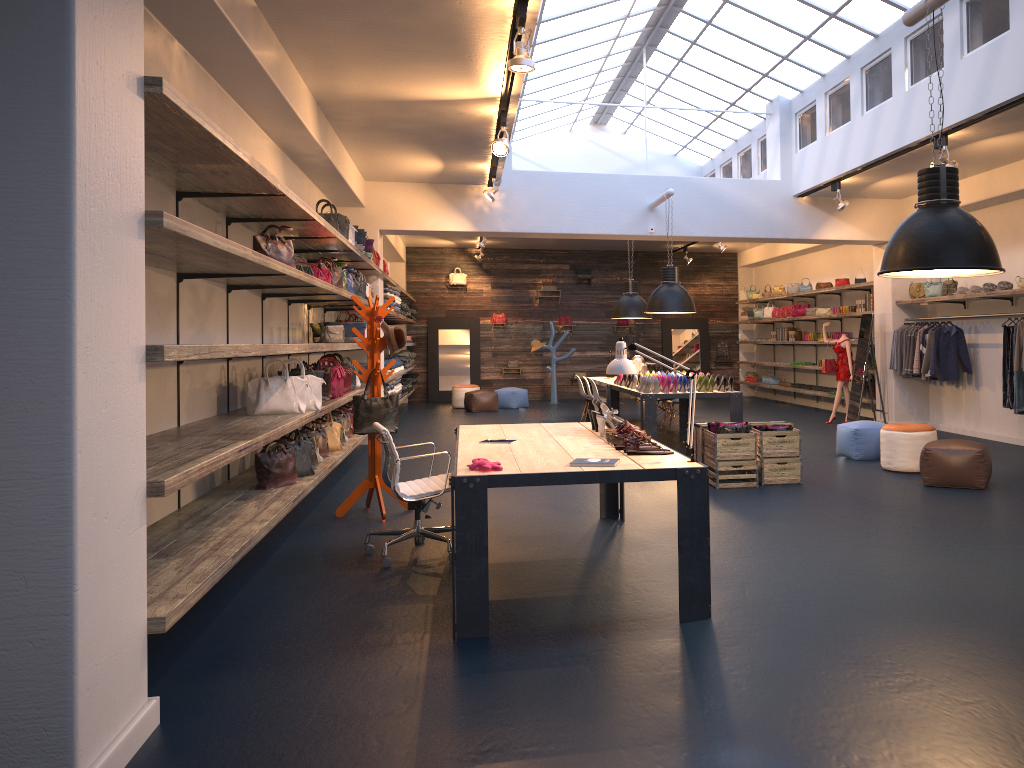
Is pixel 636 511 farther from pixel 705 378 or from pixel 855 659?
pixel 705 378

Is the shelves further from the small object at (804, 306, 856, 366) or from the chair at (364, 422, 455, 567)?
the chair at (364, 422, 455, 567)

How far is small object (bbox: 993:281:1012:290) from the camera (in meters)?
10.21

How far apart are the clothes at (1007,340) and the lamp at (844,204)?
2.40m

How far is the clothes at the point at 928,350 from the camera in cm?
1149

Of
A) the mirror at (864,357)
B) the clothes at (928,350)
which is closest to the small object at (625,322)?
the mirror at (864,357)

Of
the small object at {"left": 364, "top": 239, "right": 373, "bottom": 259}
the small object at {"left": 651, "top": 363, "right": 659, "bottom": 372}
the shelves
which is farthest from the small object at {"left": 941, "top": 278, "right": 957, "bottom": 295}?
the small object at {"left": 364, "top": 239, "right": 373, "bottom": 259}

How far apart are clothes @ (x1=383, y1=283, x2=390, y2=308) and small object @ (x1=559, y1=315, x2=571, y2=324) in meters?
7.7 m

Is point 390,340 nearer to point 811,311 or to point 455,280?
point 811,311

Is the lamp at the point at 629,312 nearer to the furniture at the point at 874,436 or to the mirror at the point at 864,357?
the mirror at the point at 864,357
